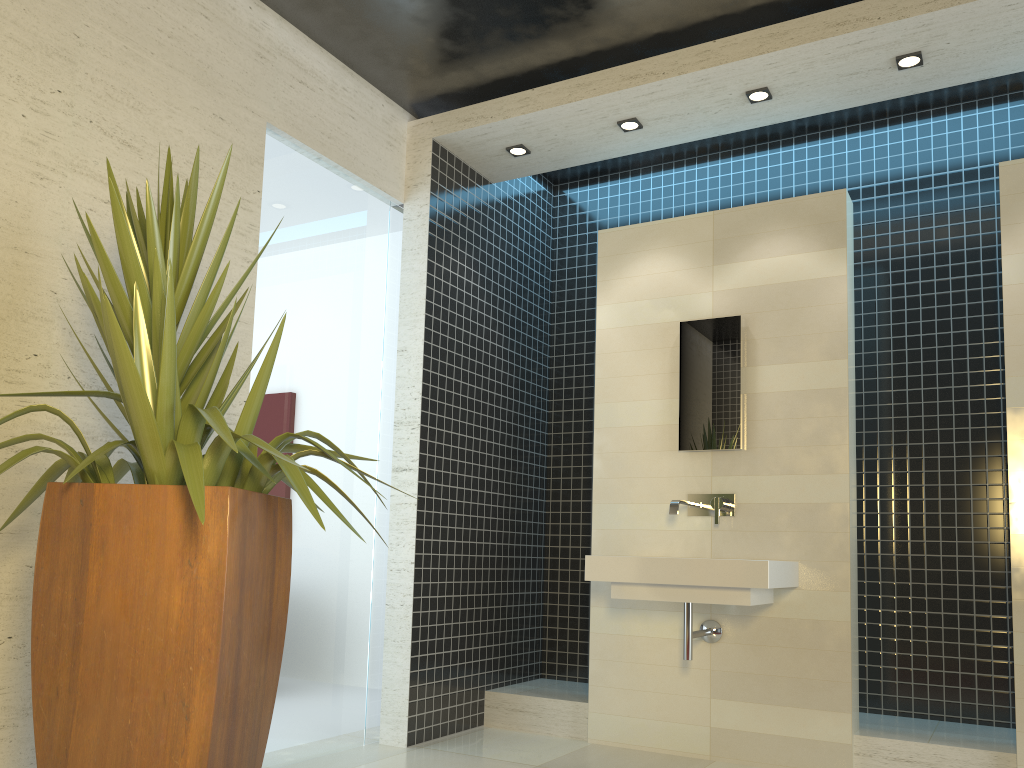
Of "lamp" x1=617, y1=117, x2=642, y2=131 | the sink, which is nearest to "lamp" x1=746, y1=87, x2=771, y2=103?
"lamp" x1=617, y1=117, x2=642, y2=131

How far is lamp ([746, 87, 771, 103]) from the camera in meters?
4.2 m

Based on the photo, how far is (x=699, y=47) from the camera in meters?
4.1

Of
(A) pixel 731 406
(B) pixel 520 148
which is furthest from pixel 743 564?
(B) pixel 520 148

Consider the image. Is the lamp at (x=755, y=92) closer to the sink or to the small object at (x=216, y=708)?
the sink

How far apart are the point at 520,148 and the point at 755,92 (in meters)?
1.29

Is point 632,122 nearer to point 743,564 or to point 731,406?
point 731,406

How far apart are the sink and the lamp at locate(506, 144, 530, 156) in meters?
2.1 m

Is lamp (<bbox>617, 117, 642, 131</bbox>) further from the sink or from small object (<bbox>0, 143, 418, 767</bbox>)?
small object (<bbox>0, 143, 418, 767</bbox>)

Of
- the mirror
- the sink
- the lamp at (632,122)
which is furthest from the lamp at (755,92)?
the sink
